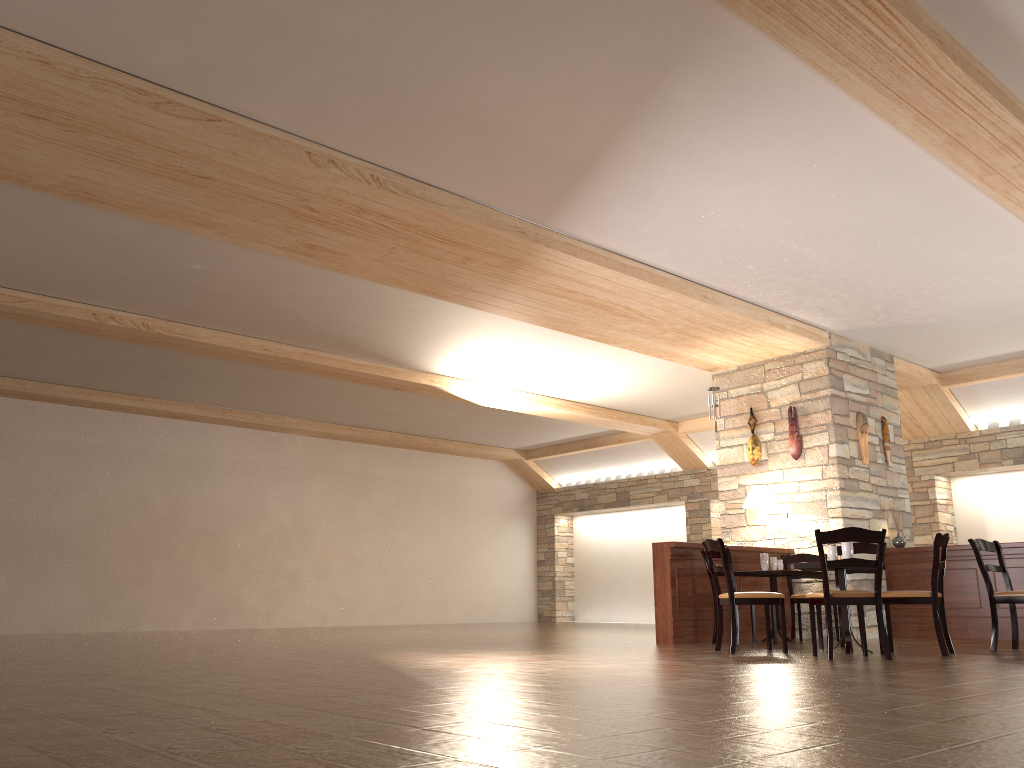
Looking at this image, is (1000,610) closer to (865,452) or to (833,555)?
(865,452)

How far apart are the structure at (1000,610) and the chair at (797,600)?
0.89m

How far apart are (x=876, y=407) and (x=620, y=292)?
4.0 meters

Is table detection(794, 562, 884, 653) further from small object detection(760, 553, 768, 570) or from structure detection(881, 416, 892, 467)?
structure detection(881, 416, 892, 467)

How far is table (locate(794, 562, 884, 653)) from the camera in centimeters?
648cm

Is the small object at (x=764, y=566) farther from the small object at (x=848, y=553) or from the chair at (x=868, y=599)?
the chair at (x=868, y=599)

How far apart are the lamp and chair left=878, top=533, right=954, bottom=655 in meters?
2.6 m

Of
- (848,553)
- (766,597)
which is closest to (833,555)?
(848,553)

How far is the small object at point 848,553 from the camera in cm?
661

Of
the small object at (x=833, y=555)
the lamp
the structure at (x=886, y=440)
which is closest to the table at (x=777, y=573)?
the lamp
